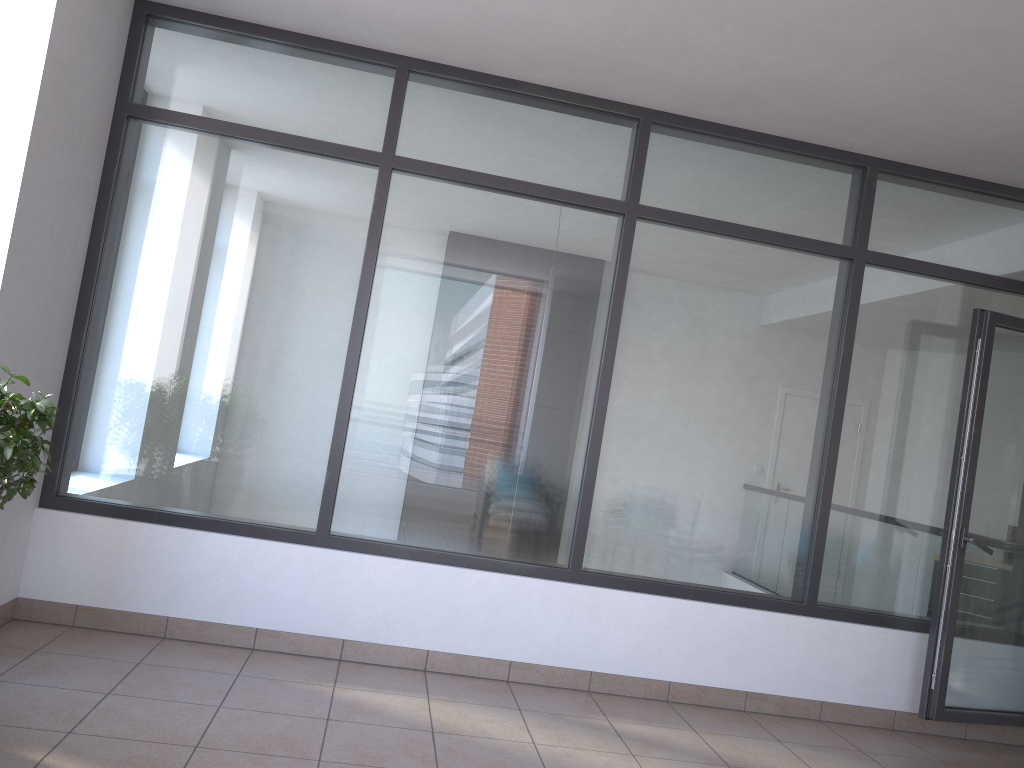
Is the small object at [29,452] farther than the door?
No

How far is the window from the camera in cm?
415

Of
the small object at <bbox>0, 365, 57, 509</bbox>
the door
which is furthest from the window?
the small object at <bbox>0, 365, 57, 509</bbox>

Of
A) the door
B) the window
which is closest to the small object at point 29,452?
the window

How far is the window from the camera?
4.15m

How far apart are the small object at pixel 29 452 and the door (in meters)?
3.94

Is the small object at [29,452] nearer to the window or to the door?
the window

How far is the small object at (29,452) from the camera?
2.6m

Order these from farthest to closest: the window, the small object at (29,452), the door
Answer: the door → the window → the small object at (29,452)

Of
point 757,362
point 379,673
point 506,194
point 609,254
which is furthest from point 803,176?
point 379,673
